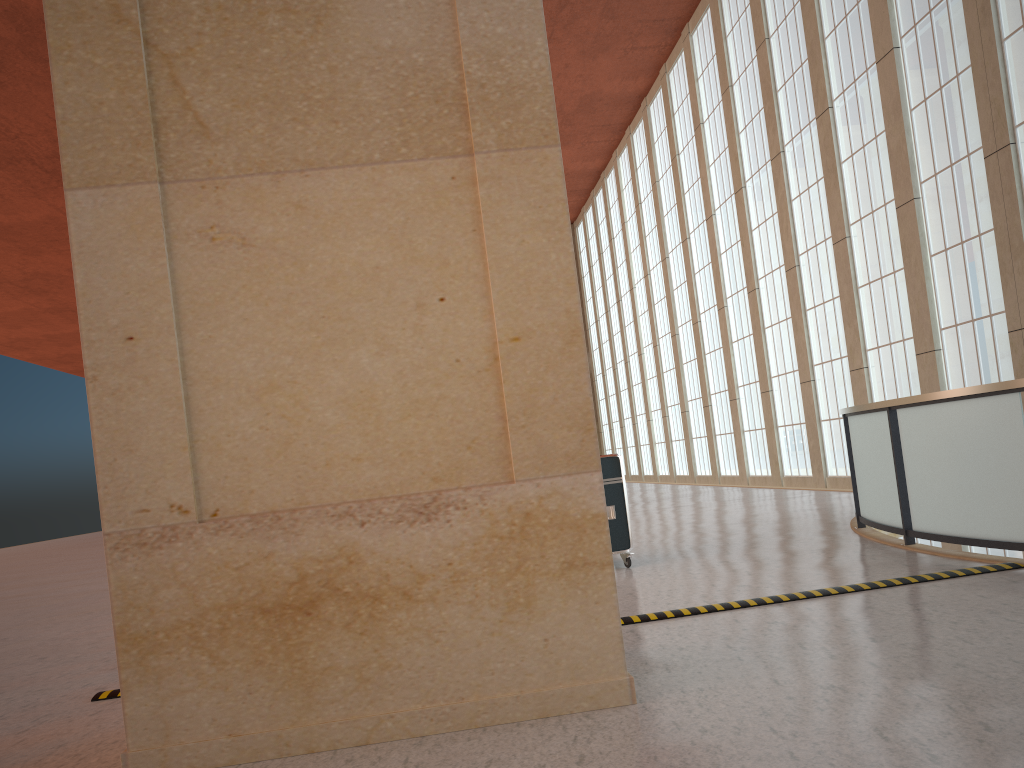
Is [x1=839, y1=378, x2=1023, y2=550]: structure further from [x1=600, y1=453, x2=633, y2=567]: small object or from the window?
the window

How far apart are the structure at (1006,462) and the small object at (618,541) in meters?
3.2 m

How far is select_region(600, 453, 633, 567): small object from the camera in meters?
11.6 m

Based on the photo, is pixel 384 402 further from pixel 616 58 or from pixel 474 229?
pixel 616 58

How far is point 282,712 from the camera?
5.2 meters

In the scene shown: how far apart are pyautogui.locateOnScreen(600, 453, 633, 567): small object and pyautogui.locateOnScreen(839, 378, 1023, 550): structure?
3.2 meters

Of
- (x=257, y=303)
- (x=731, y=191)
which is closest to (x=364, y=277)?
(x=257, y=303)

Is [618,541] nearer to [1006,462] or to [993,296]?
[1006,462]

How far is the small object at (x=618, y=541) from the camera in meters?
11.6 m

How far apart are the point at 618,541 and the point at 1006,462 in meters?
4.8 m
